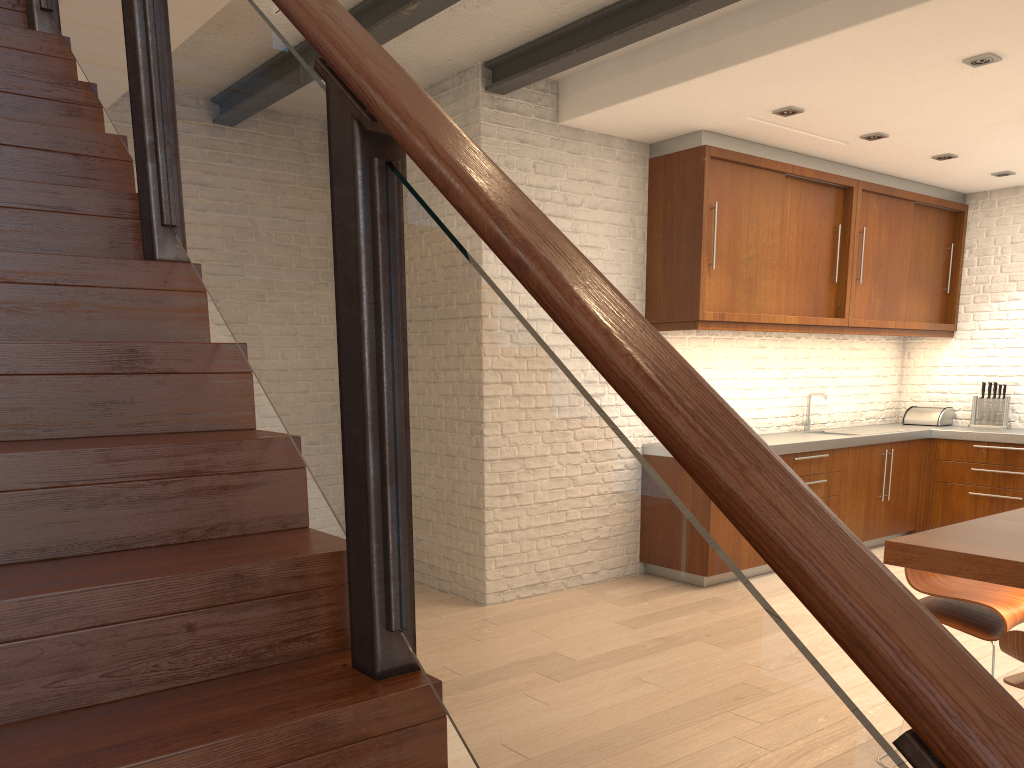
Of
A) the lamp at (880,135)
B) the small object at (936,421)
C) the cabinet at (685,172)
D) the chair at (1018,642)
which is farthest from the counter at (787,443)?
the chair at (1018,642)

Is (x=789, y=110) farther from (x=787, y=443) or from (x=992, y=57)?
(x=787, y=443)

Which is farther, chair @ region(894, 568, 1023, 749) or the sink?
the sink

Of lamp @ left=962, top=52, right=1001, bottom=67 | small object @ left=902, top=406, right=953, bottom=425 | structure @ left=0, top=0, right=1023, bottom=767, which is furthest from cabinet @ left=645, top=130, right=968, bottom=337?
structure @ left=0, top=0, right=1023, bottom=767

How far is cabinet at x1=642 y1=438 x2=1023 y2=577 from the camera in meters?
5.7 m

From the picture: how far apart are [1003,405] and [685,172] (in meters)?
3.64

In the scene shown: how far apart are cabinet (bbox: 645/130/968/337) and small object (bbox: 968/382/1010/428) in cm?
60

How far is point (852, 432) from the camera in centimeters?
693cm

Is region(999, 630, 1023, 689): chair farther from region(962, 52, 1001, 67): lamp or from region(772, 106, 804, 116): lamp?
region(772, 106, 804, 116): lamp

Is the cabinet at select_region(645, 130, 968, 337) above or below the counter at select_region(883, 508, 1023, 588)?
above
